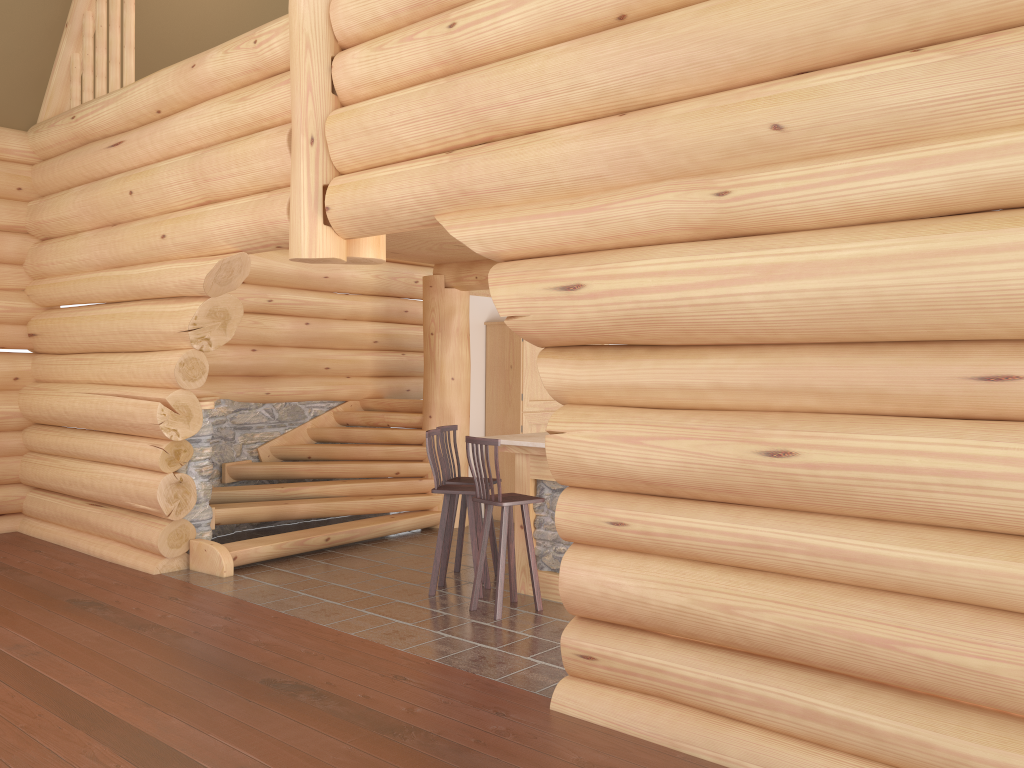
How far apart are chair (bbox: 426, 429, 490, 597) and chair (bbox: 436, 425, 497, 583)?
0.30m

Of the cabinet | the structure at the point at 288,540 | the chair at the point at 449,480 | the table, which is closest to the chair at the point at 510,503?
the table

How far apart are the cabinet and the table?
2.9m

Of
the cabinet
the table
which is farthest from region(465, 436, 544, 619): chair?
the cabinet

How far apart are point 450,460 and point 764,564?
4.1 meters

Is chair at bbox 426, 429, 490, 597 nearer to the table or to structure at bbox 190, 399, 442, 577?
the table

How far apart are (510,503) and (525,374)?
4.18m

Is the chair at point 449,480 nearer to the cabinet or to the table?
the table

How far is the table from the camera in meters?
7.0

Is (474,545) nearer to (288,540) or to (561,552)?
(561,552)
